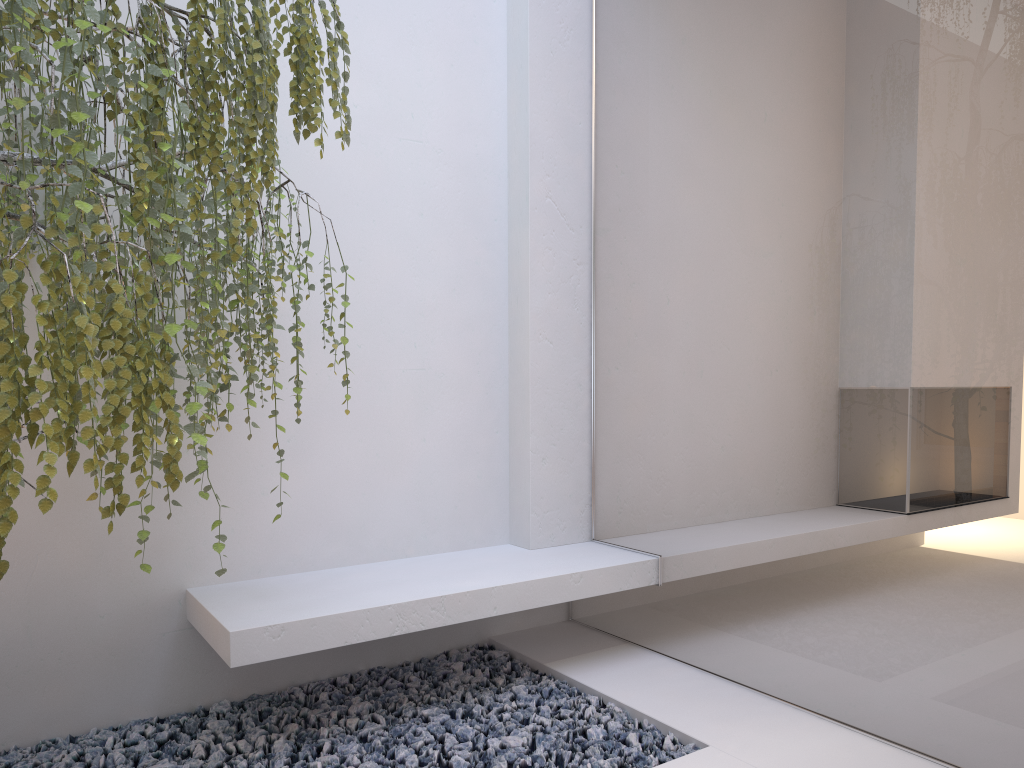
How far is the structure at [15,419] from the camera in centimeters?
151cm

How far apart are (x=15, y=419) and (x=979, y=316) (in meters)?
2.01

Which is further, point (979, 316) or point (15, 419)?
point (979, 316)

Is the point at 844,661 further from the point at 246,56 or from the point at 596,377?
the point at 246,56

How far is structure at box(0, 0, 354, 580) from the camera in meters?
1.5 m

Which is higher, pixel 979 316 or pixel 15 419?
pixel 979 316

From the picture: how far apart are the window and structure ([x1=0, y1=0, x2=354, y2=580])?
1.16m

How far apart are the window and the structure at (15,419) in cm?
116

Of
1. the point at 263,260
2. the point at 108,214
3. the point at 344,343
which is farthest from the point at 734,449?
the point at 108,214

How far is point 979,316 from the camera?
2.0m
